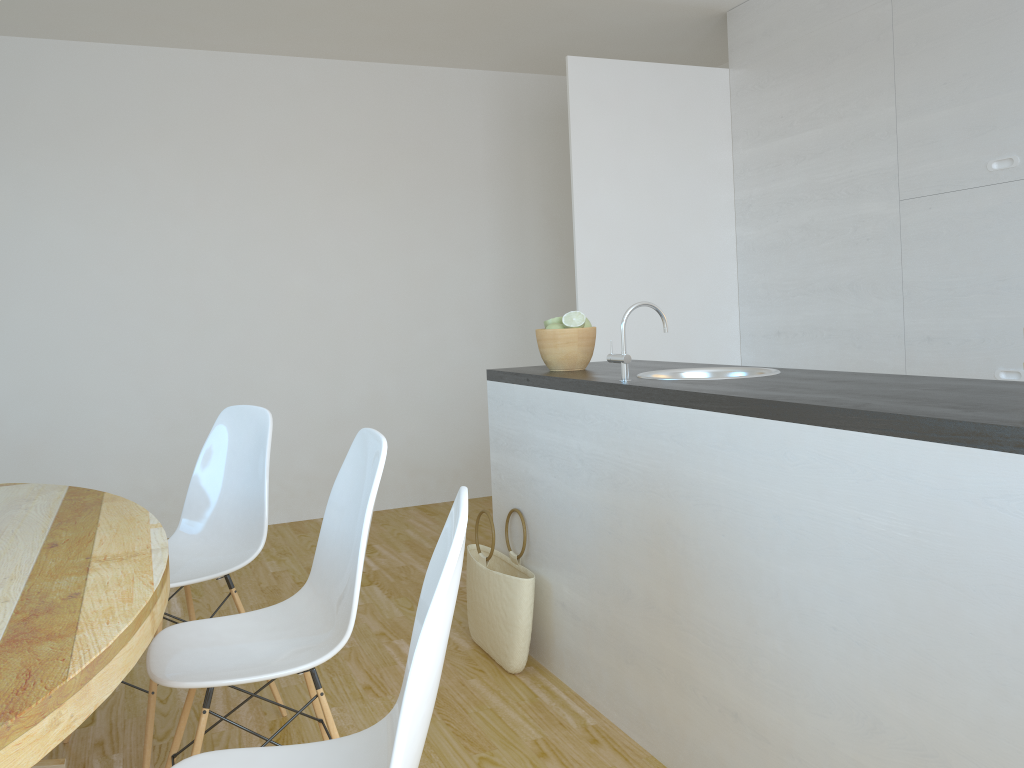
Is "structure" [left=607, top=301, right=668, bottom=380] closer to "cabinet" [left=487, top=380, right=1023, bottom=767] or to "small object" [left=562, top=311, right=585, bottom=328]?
"cabinet" [left=487, top=380, right=1023, bottom=767]

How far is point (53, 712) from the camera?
1.06m

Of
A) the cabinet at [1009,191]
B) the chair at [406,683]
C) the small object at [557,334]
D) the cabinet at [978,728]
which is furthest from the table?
the cabinet at [1009,191]

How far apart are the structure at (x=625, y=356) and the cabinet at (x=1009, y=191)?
1.62m

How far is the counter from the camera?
1.4 meters

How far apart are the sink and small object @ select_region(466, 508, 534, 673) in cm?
74

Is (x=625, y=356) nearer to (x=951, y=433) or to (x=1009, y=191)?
(x=951, y=433)

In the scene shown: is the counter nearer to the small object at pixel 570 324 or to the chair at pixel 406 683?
the small object at pixel 570 324

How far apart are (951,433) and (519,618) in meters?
1.7 m

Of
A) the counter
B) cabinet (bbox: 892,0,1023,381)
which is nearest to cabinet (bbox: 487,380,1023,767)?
the counter
